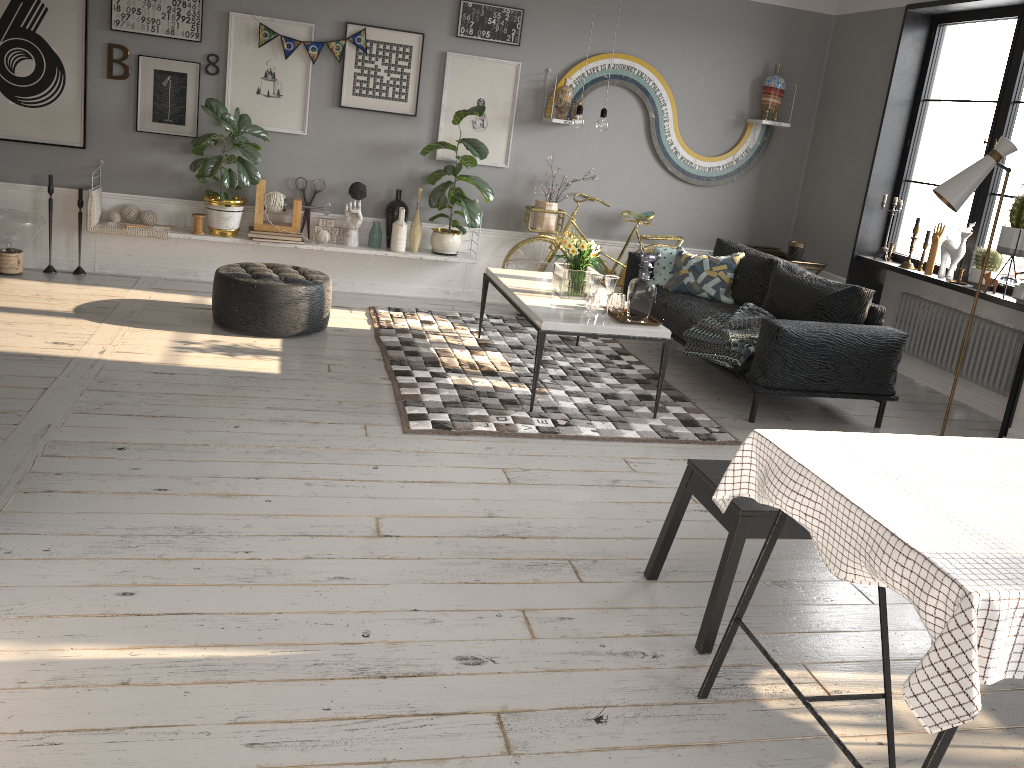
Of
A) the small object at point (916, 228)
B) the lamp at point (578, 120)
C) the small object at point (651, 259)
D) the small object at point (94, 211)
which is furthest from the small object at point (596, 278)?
the small object at point (94, 211)

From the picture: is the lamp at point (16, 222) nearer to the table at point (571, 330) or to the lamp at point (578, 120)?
the table at point (571, 330)

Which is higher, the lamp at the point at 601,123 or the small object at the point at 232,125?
the lamp at the point at 601,123

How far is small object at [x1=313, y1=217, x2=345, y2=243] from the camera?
6.61m

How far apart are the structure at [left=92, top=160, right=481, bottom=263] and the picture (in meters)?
0.70

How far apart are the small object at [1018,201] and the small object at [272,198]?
4.46m

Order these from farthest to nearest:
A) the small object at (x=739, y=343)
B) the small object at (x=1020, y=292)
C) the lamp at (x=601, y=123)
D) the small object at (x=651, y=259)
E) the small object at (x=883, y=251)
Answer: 1. the small object at (x=883, y=251)
2. the small object at (x=1020, y=292)
3. the small object at (x=739, y=343)
4. the lamp at (x=601, y=123)
5. the small object at (x=651, y=259)

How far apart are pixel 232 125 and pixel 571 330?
3.0m

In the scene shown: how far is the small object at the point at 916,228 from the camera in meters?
6.2 m

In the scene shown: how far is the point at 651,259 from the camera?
4.6m
